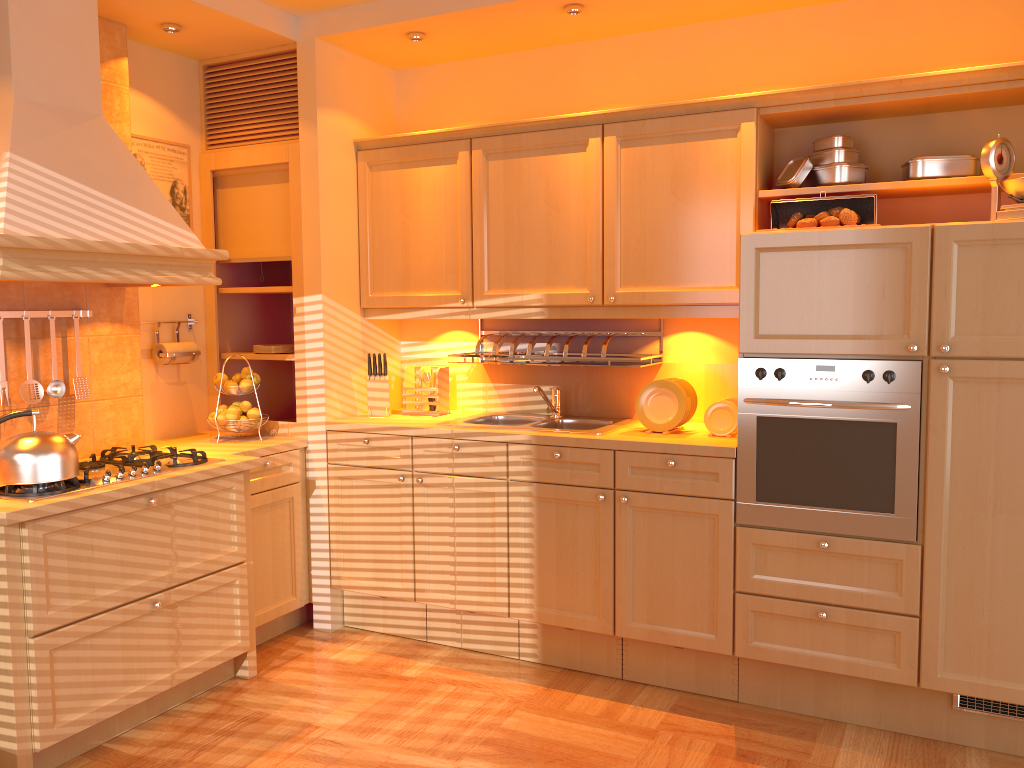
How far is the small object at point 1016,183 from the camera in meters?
2.7 m

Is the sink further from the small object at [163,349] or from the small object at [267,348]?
the small object at [163,349]

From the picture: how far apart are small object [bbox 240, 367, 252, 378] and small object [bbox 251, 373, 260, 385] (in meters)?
0.05

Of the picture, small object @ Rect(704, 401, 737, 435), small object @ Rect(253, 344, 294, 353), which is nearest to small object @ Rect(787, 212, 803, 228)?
small object @ Rect(704, 401, 737, 435)

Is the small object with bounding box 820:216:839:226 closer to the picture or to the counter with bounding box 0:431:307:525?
the counter with bounding box 0:431:307:525

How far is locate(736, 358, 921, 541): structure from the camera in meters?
2.9

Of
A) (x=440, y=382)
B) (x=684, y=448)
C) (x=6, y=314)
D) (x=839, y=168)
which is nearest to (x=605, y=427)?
(x=684, y=448)

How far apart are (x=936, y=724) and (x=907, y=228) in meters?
1.6 m

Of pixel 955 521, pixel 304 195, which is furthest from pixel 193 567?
pixel 955 521

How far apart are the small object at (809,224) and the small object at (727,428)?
0.72m
